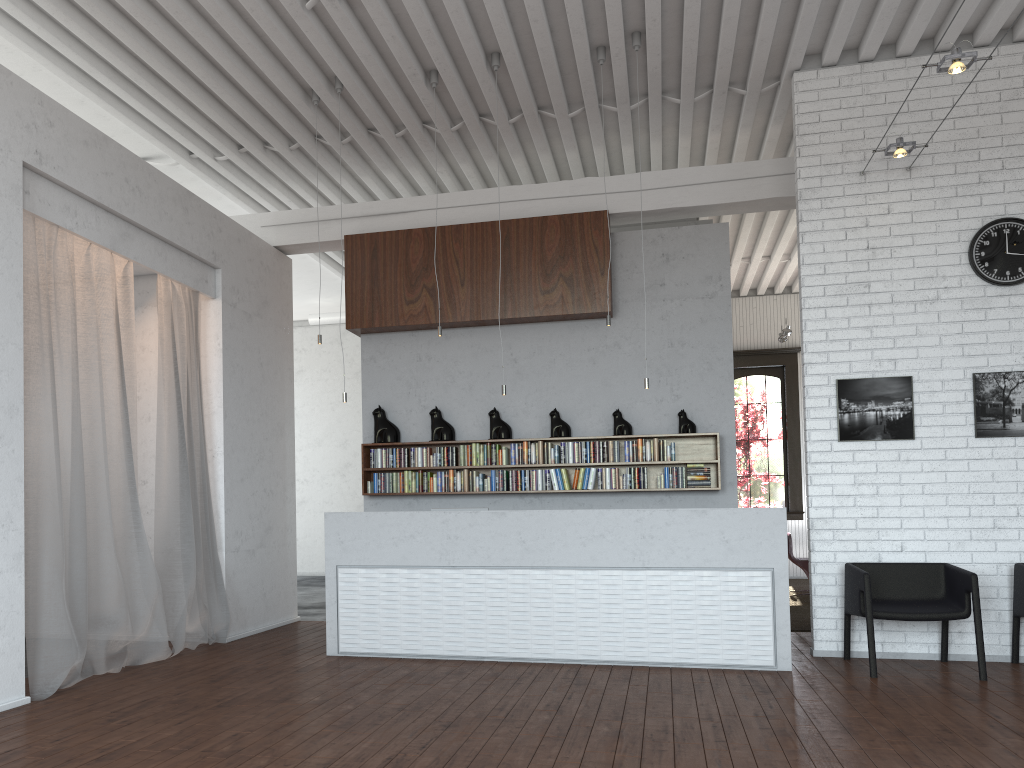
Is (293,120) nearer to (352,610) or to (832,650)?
(352,610)
